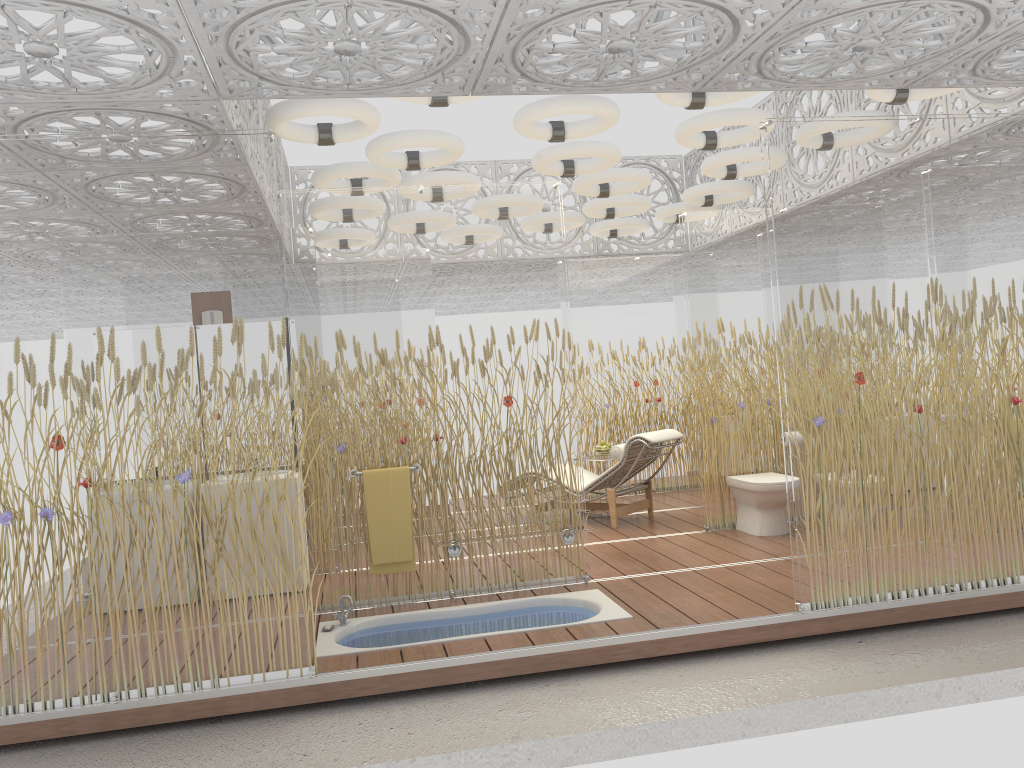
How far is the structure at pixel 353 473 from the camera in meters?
5.4 m

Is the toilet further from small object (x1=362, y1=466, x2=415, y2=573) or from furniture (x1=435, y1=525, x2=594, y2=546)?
small object (x1=362, y1=466, x2=415, y2=573)

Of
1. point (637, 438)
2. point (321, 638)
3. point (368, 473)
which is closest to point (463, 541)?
point (368, 473)

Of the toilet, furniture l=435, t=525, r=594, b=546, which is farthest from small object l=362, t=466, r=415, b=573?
the toilet

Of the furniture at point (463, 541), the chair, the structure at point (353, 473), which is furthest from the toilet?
the structure at point (353, 473)

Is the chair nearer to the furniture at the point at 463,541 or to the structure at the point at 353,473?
the furniture at the point at 463,541

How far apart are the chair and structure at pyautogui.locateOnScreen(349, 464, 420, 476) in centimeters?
260cm

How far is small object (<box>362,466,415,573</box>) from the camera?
5.4m

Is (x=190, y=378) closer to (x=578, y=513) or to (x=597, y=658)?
(x=597, y=658)

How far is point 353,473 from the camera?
5.4m
